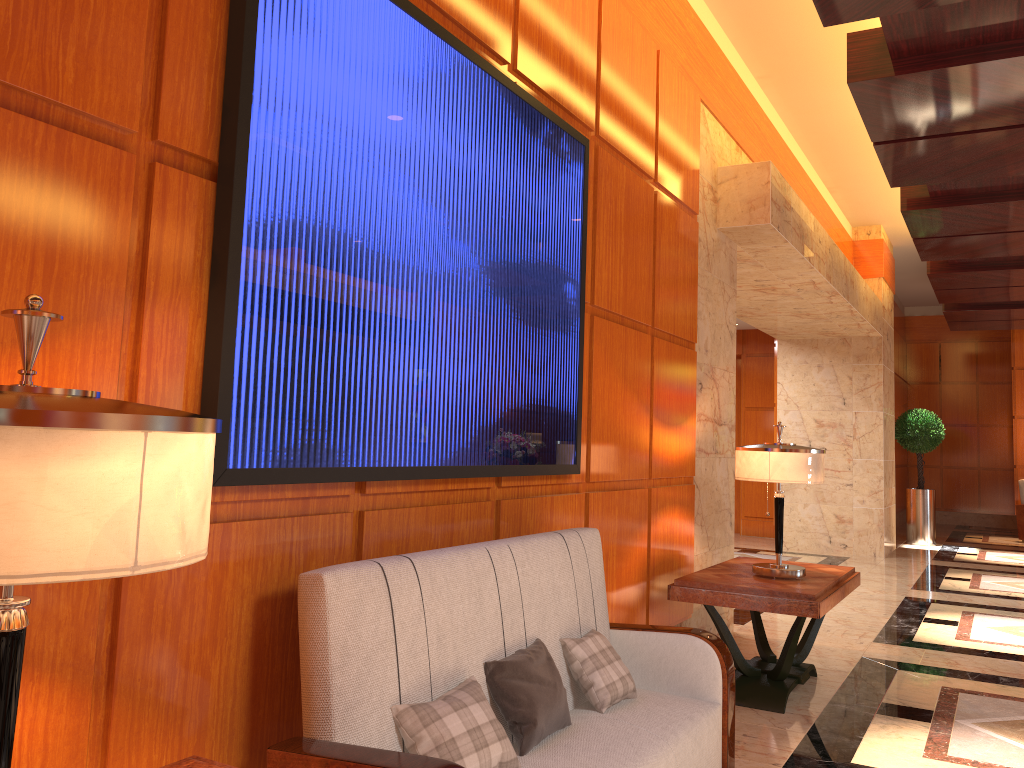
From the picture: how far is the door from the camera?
13.5m

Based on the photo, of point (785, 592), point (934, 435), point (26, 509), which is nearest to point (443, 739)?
point (26, 509)

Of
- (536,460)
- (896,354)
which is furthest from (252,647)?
(896,354)

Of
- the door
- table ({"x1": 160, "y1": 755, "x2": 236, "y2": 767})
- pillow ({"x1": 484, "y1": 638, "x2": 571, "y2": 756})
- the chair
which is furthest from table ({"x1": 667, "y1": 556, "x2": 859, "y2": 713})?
the chair

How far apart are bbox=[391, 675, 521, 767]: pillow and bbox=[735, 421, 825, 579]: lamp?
2.52m

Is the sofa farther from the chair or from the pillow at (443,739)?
the chair

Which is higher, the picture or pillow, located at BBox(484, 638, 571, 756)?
the picture

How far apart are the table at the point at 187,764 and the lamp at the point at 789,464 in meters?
3.3 m

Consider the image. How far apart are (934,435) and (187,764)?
12.85m

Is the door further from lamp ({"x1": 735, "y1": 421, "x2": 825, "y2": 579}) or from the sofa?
the sofa
